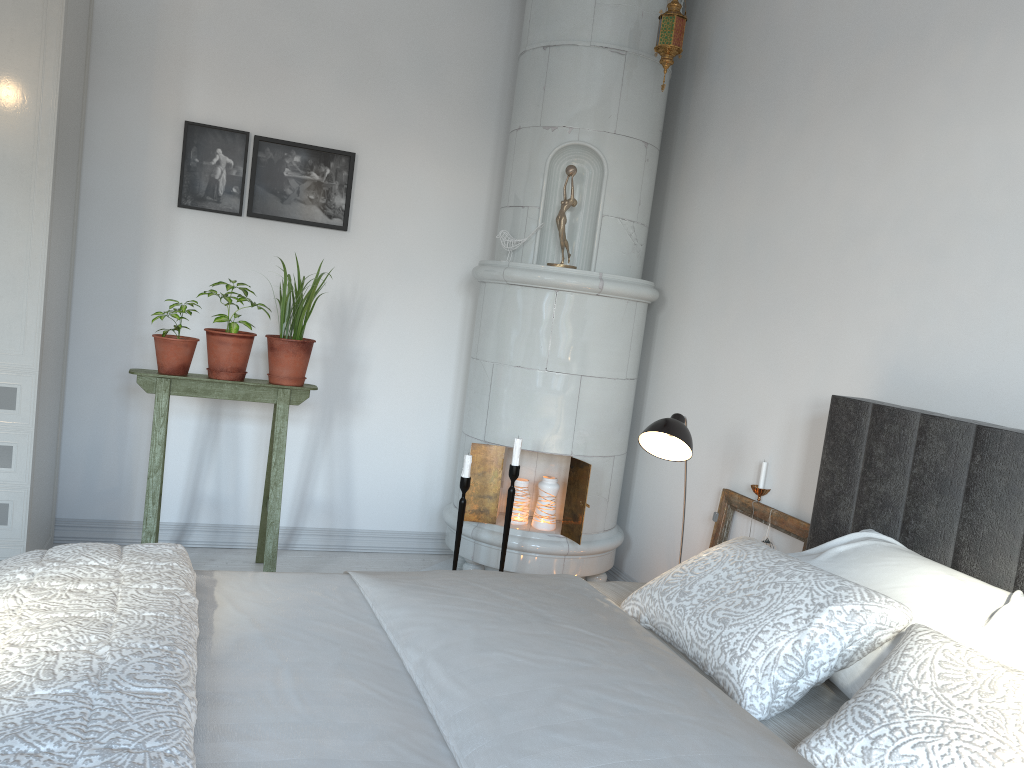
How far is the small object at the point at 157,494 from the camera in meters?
3.2 m

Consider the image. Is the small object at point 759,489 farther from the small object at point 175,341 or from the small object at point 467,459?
the small object at point 175,341

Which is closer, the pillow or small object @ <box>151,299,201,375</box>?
the pillow

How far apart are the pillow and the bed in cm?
1

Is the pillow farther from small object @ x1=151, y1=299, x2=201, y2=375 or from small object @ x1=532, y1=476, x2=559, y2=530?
small object @ x1=151, y1=299, x2=201, y2=375

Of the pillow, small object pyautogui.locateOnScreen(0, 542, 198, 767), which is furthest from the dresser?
the pillow

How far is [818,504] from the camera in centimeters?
248cm

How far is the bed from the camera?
1.21m

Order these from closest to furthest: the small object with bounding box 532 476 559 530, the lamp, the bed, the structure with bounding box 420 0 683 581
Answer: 1. the bed
2. the lamp
3. the structure with bounding box 420 0 683 581
4. the small object with bounding box 532 476 559 530

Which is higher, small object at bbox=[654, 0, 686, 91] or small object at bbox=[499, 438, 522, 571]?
small object at bbox=[654, 0, 686, 91]
